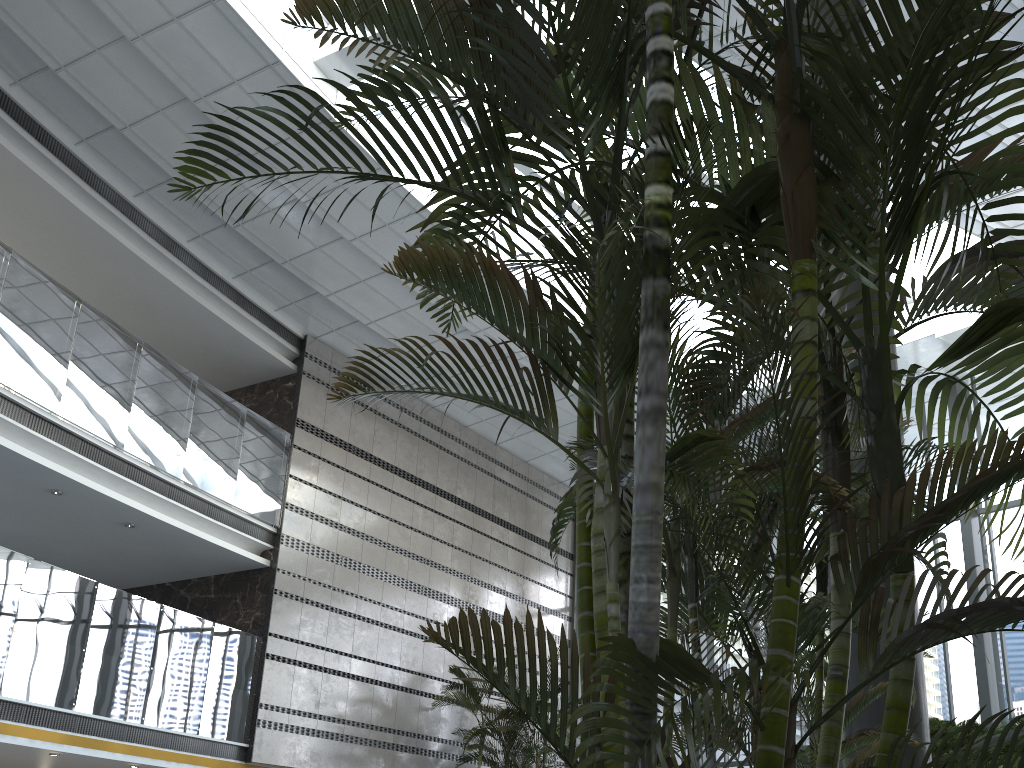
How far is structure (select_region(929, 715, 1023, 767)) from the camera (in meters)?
7.59

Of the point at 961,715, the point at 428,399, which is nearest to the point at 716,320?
the point at 961,715

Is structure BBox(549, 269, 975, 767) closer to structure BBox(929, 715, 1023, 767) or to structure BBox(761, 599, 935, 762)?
structure BBox(761, 599, 935, 762)

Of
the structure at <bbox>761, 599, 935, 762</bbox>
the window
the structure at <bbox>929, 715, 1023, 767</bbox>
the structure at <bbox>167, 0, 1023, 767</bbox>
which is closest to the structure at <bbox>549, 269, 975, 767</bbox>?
the structure at <bbox>167, 0, 1023, 767</bbox>

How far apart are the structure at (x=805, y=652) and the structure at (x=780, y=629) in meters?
3.8 m

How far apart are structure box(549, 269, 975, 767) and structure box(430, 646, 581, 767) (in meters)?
7.98

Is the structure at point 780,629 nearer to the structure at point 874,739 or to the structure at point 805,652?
the structure at point 874,739

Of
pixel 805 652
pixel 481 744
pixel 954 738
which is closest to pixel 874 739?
pixel 805 652

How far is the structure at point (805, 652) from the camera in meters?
5.9

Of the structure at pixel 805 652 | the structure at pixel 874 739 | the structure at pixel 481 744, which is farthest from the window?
the structure at pixel 874 739
